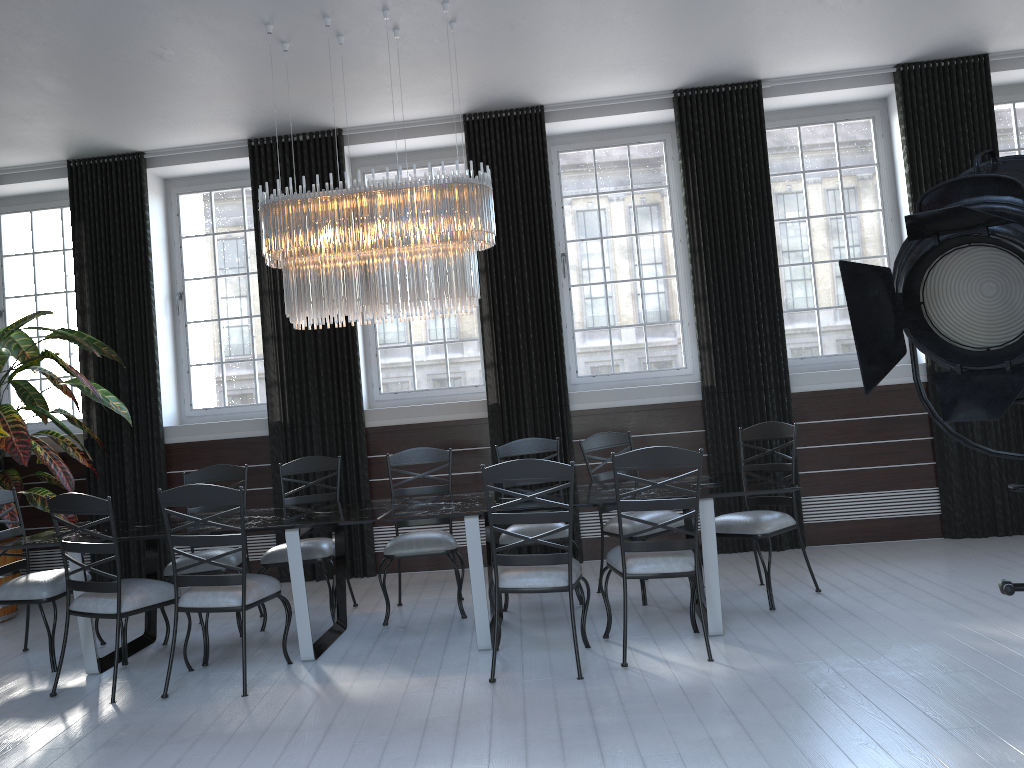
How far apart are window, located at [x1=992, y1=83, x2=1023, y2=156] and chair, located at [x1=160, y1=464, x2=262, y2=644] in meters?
5.8 m

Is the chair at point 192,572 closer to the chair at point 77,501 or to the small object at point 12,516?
the chair at point 77,501

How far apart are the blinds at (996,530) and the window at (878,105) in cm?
37

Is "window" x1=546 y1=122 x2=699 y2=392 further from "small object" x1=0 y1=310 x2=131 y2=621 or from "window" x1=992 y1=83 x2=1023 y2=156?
"small object" x1=0 y1=310 x2=131 y2=621

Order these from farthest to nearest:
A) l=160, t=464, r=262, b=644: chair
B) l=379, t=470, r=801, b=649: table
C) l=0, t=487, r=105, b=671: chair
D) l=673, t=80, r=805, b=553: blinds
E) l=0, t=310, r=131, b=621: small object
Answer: l=673, t=80, r=805, b=553: blinds
l=0, t=310, r=131, b=621: small object
l=160, t=464, r=262, b=644: chair
l=0, t=487, r=105, b=671: chair
l=379, t=470, r=801, b=649: table

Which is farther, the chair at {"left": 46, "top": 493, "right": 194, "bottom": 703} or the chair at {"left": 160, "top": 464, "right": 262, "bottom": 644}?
the chair at {"left": 160, "top": 464, "right": 262, "bottom": 644}

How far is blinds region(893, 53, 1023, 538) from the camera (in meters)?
6.04

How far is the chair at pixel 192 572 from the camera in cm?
504

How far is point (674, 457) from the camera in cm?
394

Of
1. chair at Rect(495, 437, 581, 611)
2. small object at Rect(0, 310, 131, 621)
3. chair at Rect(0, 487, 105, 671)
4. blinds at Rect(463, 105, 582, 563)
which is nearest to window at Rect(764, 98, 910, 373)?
blinds at Rect(463, 105, 582, 563)
